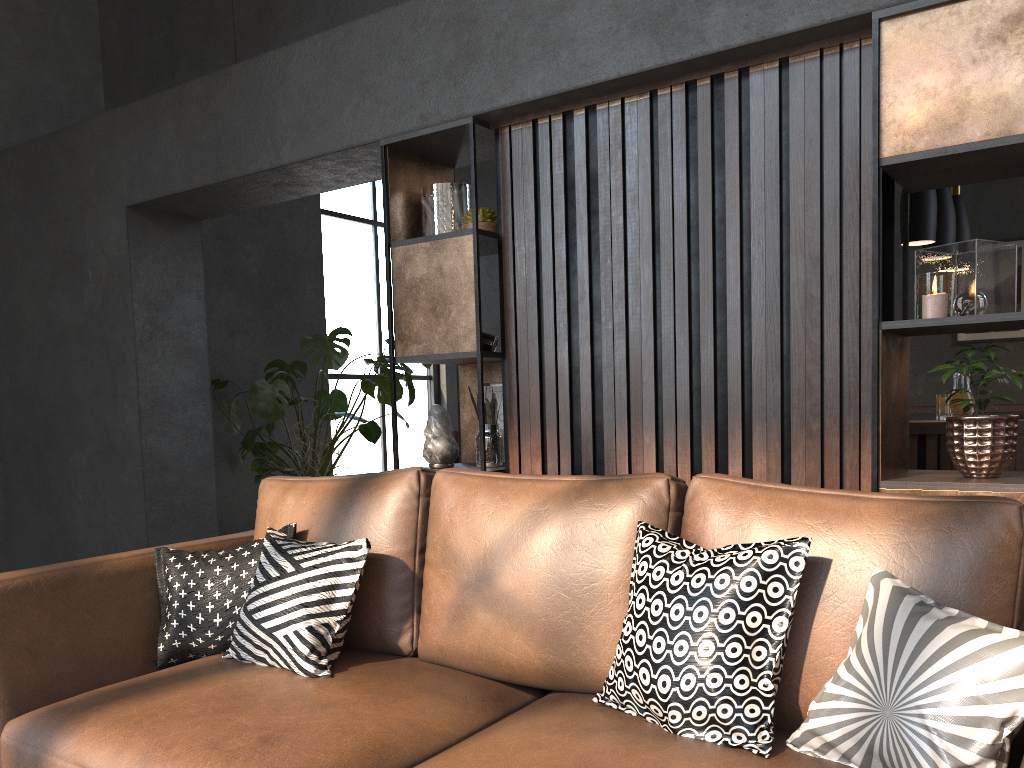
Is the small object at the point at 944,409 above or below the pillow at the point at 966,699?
above

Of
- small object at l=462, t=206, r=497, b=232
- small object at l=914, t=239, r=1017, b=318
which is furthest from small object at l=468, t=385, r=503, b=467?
small object at l=914, t=239, r=1017, b=318

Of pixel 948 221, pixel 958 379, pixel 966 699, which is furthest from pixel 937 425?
pixel 966 699

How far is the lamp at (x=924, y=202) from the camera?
4.2 meters

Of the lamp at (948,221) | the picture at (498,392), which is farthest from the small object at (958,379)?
the picture at (498,392)

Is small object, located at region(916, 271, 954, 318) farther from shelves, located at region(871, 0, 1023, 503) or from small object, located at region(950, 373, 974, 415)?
small object, located at region(950, 373, 974, 415)

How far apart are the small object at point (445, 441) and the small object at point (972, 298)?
1.7m

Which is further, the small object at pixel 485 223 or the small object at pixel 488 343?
the small object at pixel 488 343

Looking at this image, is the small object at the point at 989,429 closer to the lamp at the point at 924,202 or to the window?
the lamp at the point at 924,202

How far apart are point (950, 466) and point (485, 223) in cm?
222
